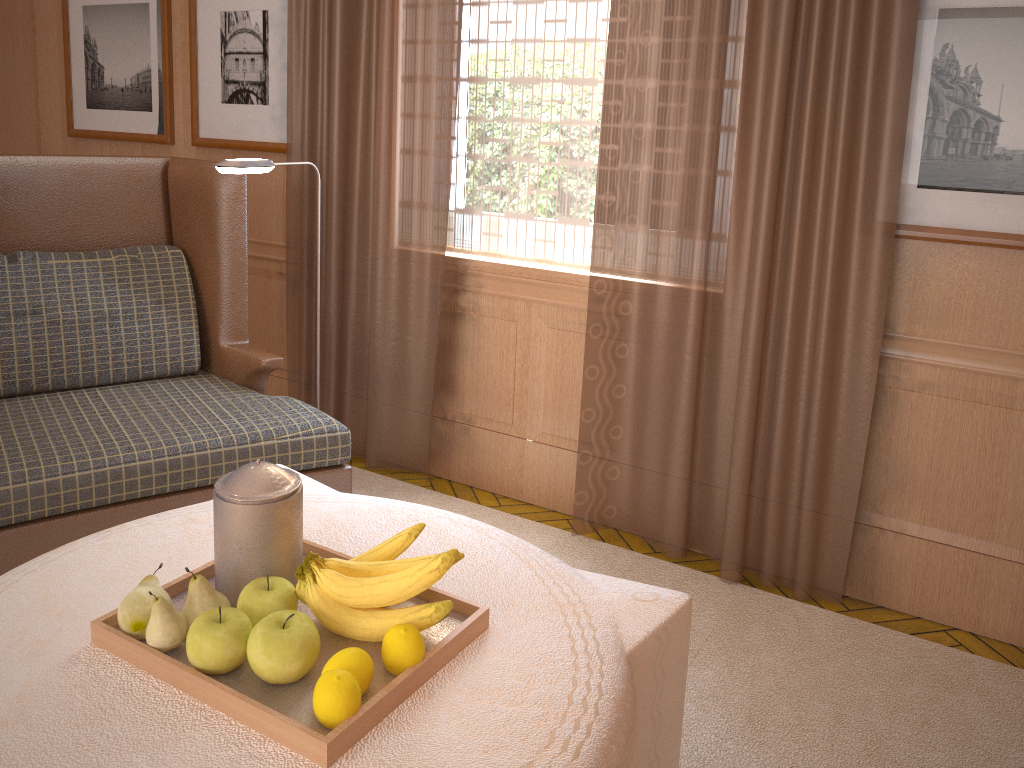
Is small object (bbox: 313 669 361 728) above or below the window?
below

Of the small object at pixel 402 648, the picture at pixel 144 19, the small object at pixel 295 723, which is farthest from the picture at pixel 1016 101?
the picture at pixel 144 19

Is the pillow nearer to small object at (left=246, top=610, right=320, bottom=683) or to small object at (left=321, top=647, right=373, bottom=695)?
small object at (left=246, top=610, right=320, bottom=683)

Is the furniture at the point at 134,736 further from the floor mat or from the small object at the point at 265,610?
the floor mat

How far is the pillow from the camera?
4.33m

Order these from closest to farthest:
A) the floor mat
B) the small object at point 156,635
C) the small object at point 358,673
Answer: the small object at point 358,673, the small object at point 156,635, the floor mat

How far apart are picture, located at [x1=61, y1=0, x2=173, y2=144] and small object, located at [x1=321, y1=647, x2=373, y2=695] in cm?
528

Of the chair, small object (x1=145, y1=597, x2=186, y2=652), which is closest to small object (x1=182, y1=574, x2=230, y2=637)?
small object (x1=145, y1=597, x2=186, y2=652)

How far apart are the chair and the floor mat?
1.0m

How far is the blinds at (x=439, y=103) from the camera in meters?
5.1 m
